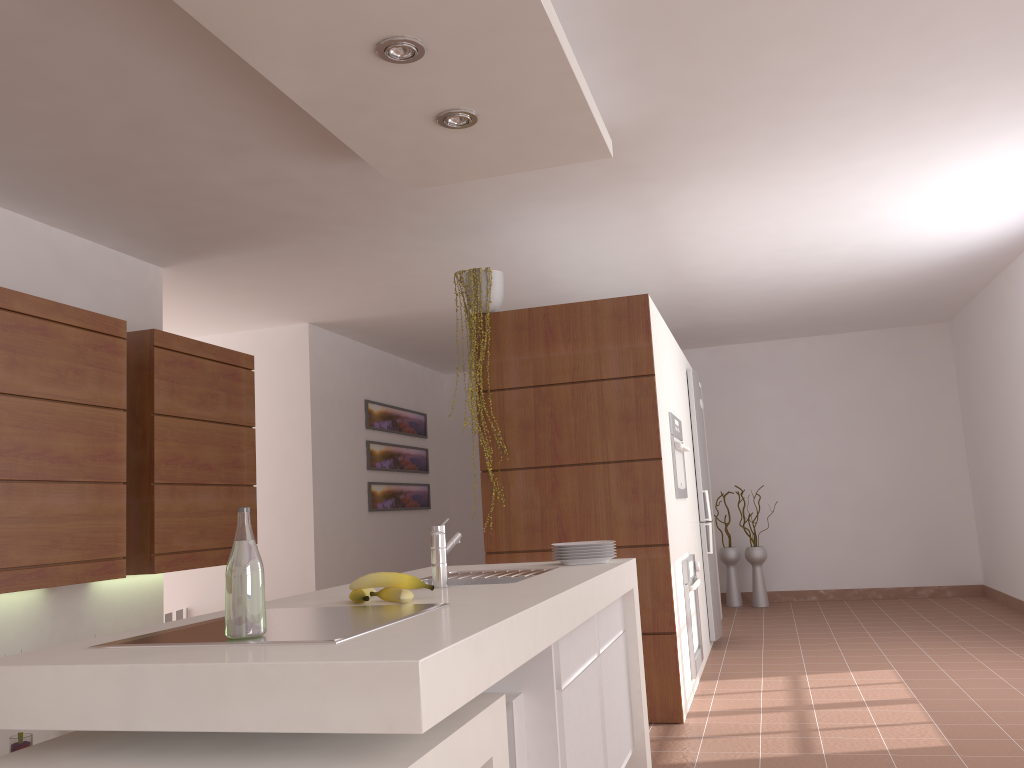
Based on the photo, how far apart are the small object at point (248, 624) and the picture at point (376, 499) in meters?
5.9 m

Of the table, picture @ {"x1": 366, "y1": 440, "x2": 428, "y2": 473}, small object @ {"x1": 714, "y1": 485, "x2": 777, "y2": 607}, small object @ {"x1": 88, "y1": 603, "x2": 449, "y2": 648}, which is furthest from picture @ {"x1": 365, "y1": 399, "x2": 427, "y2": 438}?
the table

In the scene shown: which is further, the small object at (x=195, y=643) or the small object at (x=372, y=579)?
the small object at (x=372, y=579)

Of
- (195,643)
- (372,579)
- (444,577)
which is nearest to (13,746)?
(444,577)

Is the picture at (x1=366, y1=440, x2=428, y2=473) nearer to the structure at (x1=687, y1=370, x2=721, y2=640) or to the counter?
the structure at (x1=687, y1=370, x2=721, y2=640)

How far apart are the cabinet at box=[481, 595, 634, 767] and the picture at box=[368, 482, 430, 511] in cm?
461

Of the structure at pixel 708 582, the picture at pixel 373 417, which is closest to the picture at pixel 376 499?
the picture at pixel 373 417

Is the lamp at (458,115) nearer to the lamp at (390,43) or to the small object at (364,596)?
the lamp at (390,43)

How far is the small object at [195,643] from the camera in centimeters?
155cm

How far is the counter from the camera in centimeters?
127cm
